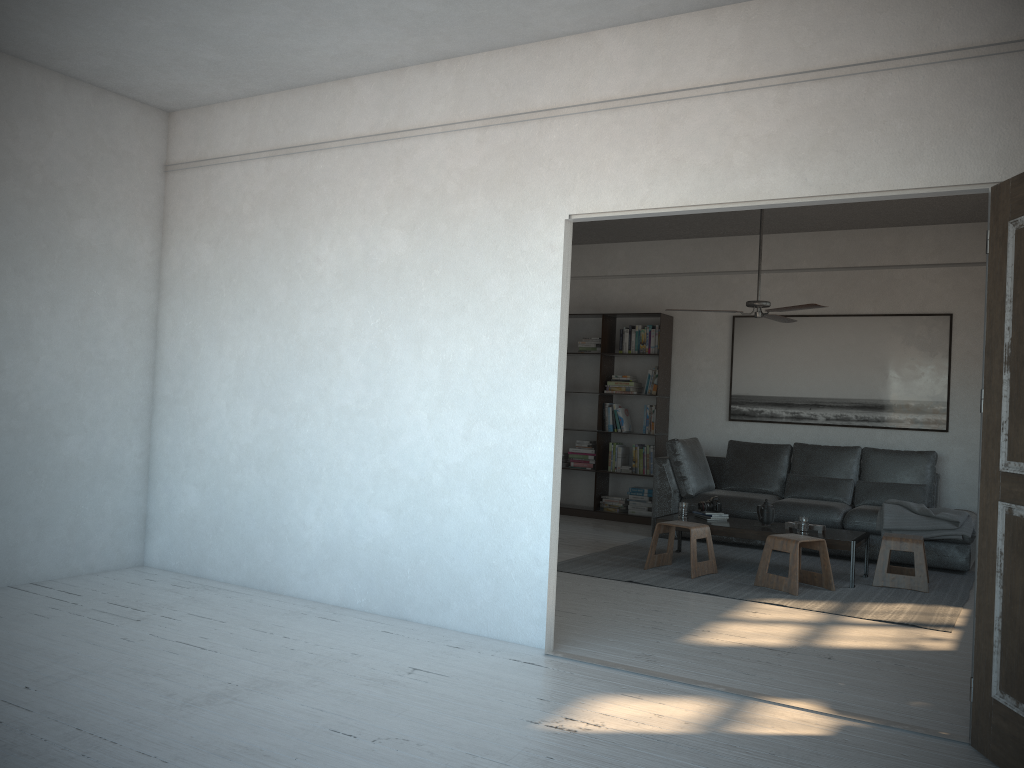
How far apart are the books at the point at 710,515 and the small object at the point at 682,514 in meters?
0.1 m

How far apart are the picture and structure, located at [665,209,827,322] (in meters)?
1.69

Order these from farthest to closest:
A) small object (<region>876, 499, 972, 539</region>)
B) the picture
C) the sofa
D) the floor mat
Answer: the picture < the sofa < small object (<region>876, 499, 972, 539</region>) < the floor mat

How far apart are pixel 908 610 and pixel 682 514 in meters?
1.8 m

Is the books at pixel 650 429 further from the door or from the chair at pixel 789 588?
the door

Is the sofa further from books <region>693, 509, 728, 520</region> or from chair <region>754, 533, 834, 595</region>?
chair <region>754, 533, 834, 595</region>

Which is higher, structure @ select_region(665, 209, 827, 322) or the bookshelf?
structure @ select_region(665, 209, 827, 322)

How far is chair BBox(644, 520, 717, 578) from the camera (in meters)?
6.10

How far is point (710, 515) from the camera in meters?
6.7 m

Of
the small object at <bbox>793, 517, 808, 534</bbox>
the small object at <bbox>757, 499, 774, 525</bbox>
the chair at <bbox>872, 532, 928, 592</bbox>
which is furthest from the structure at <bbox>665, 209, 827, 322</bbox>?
the chair at <bbox>872, 532, 928, 592</bbox>
